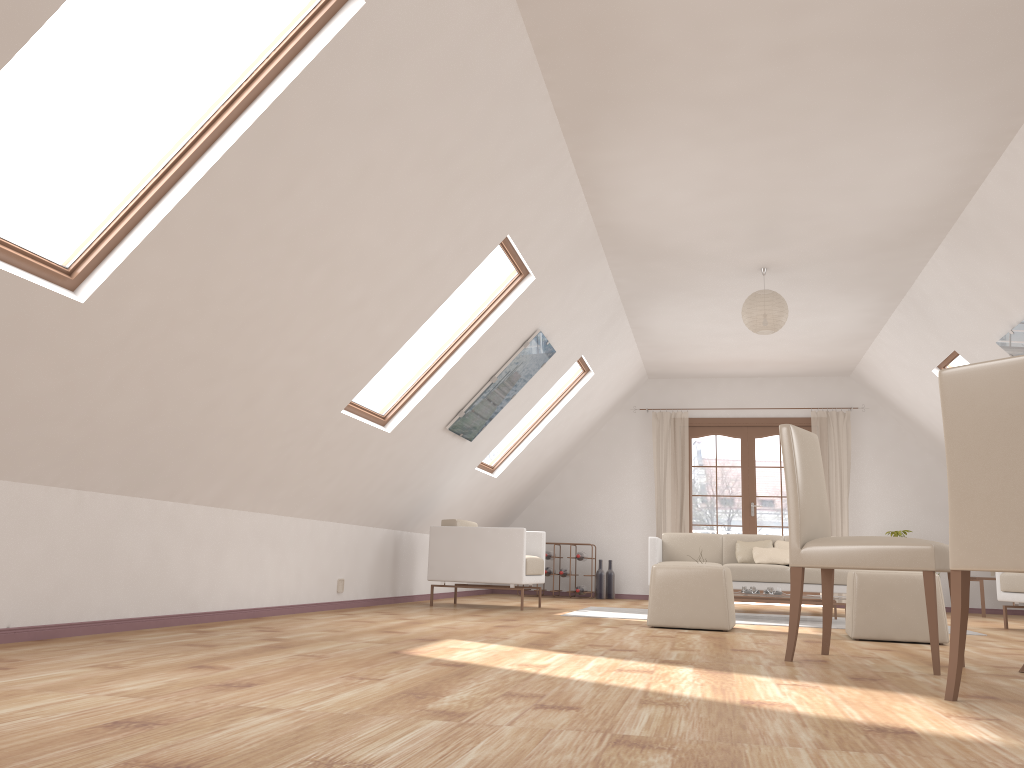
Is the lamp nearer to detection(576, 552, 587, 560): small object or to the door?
the door

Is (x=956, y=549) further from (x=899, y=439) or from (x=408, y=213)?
(x=899, y=439)

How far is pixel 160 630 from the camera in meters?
4.1

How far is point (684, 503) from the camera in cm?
1023

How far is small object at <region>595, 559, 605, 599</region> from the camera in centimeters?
988cm

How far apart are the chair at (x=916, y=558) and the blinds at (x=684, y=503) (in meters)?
6.22

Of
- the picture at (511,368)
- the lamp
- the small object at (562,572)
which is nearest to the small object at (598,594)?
the small object at (562,572)

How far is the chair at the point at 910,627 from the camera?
4.8m

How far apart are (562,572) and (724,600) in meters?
4.7

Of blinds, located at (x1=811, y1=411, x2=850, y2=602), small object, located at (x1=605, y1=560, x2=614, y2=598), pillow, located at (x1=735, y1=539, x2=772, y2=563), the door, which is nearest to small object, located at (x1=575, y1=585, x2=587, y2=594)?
small object, located at (x1=605, y1=560, x2=614, y2=598)
